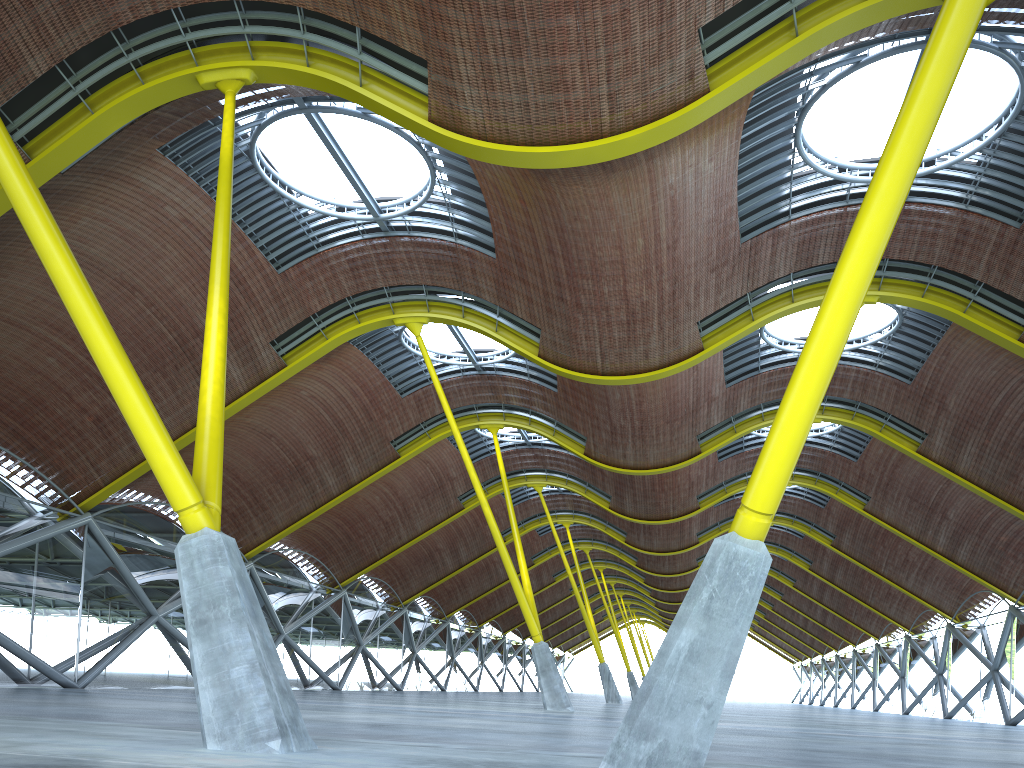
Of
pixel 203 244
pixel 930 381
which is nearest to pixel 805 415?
pixel 203 244

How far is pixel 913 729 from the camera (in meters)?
28.24
